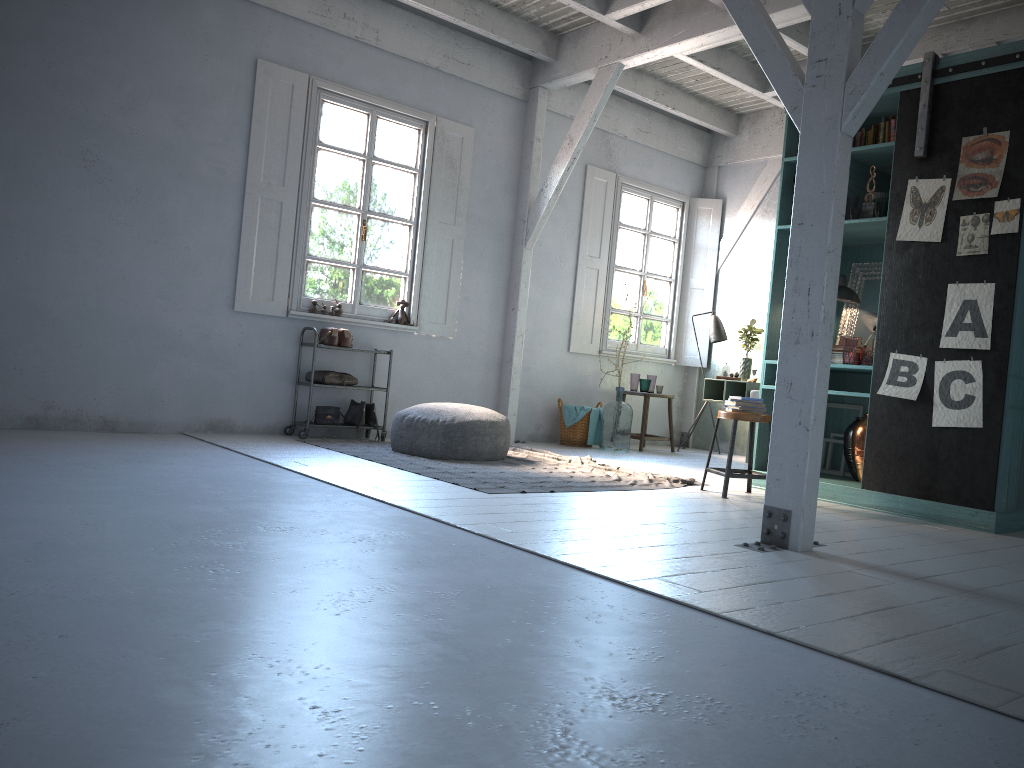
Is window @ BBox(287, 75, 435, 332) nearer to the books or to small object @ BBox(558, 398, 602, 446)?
small object @ BBox(558, 398, 602, 446)

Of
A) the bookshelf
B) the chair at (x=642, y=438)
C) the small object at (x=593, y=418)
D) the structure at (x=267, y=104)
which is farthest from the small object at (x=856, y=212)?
the structure at (x=267, y=104)

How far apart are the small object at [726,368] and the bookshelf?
2.7 meters

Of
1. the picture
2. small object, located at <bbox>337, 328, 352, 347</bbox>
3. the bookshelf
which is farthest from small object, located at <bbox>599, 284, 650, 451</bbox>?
the picture

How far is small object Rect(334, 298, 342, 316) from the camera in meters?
8.7

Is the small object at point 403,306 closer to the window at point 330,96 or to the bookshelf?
the window at point 330,96

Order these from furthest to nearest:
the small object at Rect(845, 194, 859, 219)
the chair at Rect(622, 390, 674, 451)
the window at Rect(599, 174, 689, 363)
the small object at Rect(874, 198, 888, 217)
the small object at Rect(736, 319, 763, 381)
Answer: the window at Rect(599, 174, 689, 363)
the small object at Rect(736, 319, 763, 381)
the chair at Rect(622, 390, 674, 451)
the small object at Rect(845, 194, 859, 219)
the small object at Rect(874, 198, 888, 217)

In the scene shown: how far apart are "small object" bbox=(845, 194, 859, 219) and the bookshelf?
0.2m

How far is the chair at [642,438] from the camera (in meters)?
10.14

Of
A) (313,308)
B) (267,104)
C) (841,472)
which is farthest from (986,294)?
(267,104)
